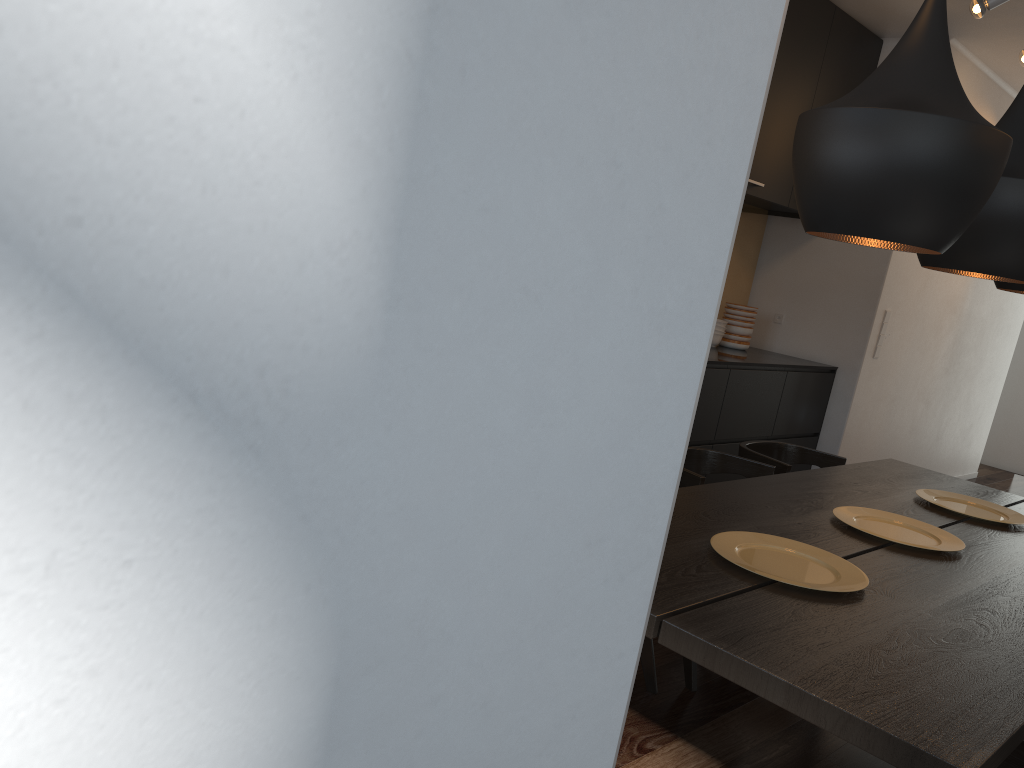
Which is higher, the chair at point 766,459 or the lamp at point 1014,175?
the lamp at point 1014,175

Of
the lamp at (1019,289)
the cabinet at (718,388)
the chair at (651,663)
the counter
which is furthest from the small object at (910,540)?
the counter

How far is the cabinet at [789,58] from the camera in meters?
4.6

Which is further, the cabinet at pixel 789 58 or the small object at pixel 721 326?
the small object at pixel 721 326

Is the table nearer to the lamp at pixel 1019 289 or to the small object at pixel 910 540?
the small object at pixel 910 540

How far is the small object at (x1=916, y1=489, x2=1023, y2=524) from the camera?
2.93m

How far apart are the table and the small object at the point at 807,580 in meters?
0.0

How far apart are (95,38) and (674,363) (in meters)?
0.19

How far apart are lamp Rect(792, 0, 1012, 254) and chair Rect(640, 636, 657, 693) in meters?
1.4 m

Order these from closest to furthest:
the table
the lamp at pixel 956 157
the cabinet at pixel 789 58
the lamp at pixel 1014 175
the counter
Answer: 1. the table
2. the lamp at pixel 956 157
3. the lamp at pixel 1014 175
4. the cabinet at pixel 789 58
5. the counter
